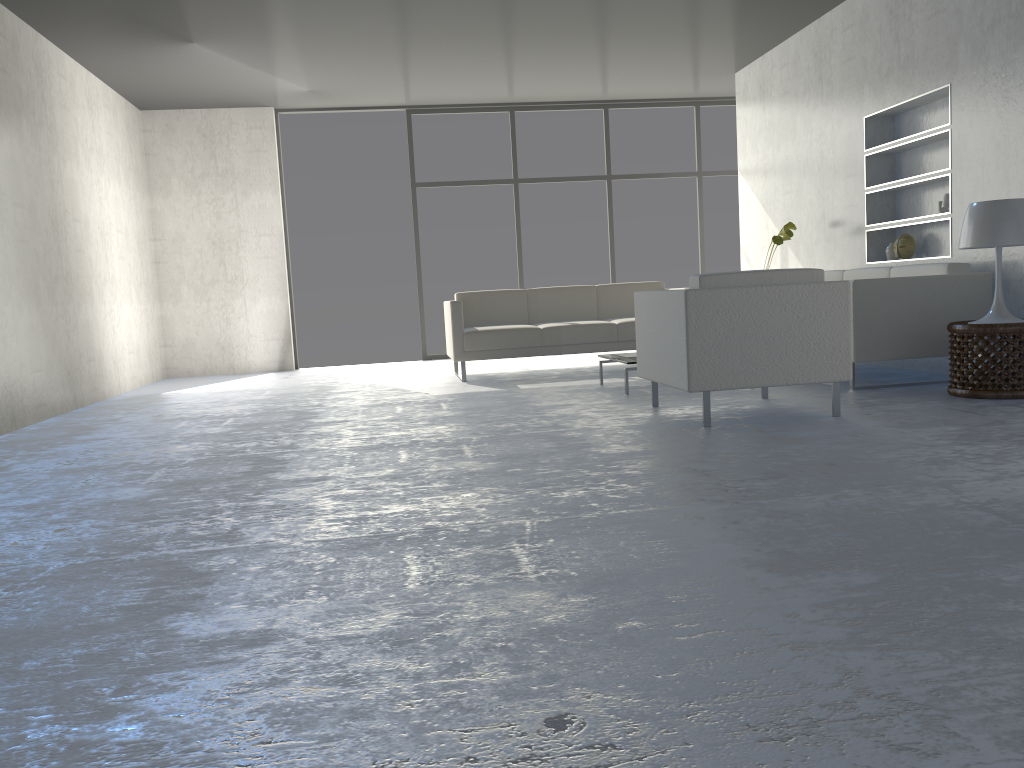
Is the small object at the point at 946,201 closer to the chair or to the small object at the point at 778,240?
the small object at the point at 778,240

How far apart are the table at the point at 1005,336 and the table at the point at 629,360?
1.6m

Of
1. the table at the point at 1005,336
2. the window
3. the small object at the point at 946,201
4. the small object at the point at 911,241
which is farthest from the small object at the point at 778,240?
the window

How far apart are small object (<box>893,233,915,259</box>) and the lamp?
1.5m

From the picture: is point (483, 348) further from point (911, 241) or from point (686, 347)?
point (911, 241)

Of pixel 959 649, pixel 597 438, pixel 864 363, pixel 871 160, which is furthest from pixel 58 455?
pixel 871 160

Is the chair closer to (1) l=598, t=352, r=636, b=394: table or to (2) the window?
(1) l=598, t=352, r=636, b=394: table

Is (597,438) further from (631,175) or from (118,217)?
(631,175)

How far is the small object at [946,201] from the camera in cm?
530

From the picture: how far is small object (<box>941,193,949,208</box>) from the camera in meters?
5.3 m
